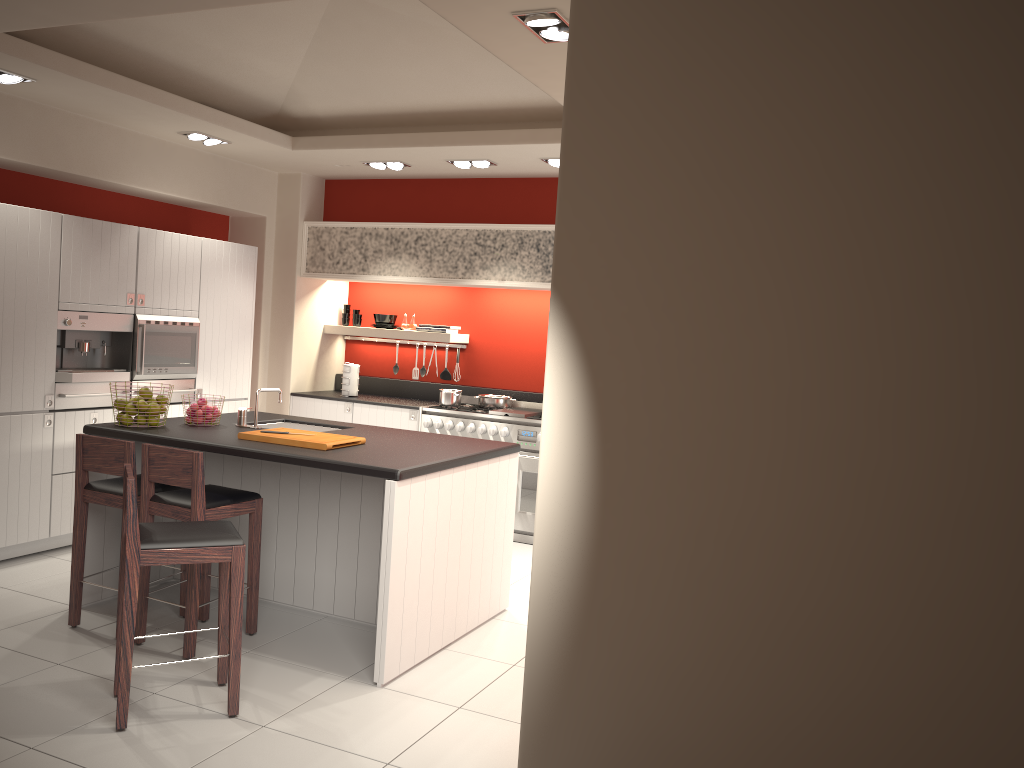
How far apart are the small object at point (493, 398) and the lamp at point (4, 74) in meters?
4.1

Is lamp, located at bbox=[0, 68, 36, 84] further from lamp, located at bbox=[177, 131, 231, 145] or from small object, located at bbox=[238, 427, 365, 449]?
small object, located at bbox=[238, 427, 365, 449]

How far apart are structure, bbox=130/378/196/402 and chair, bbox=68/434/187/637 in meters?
2.0 m

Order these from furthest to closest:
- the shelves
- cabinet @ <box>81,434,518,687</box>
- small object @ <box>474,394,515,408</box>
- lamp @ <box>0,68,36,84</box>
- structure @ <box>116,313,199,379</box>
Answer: the shelves
small object @ <box>474,394,515,408</box>
structure @ <box>116,313,199,379</box>
lamp @ <box>0,68,36,84</box>
cabinet @ <box>81,434,518,687</box>

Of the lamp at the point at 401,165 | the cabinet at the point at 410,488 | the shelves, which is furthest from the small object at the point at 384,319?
the cabinet at the point at 410,488

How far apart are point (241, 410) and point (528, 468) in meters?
2.6 m

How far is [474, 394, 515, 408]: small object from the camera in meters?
7.7 m

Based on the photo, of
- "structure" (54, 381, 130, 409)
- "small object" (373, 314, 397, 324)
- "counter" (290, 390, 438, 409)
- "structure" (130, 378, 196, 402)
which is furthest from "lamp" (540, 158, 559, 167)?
"structure" (54, 381, 130, 409)

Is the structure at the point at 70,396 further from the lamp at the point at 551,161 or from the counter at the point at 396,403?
the lamp at the point at 551,161

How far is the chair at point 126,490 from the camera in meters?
3.5 m
